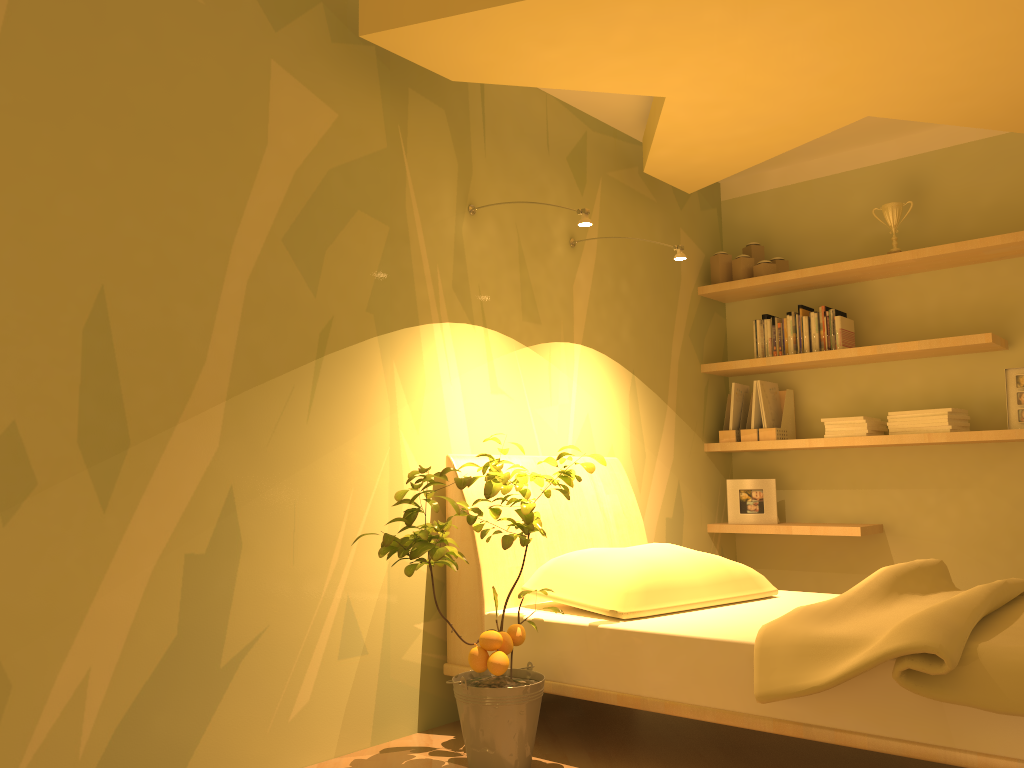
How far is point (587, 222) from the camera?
2.9m

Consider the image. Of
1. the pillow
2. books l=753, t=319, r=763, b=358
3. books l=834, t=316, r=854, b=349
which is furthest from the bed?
books l=834, t=316, r=854, b=349

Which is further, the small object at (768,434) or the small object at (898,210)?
the small object at (768,434)

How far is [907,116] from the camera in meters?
3.4 m

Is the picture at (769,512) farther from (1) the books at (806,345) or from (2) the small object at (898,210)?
(2) the small object at (898,210)

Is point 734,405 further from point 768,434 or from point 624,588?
point 624,588

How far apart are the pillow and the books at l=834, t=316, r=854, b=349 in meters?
1.5 m

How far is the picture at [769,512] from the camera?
4.33m

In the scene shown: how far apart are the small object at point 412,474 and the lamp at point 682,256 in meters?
1.0 m

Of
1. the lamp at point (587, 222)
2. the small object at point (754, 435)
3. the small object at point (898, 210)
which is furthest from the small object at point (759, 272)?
the lamp at point (587, 222)
